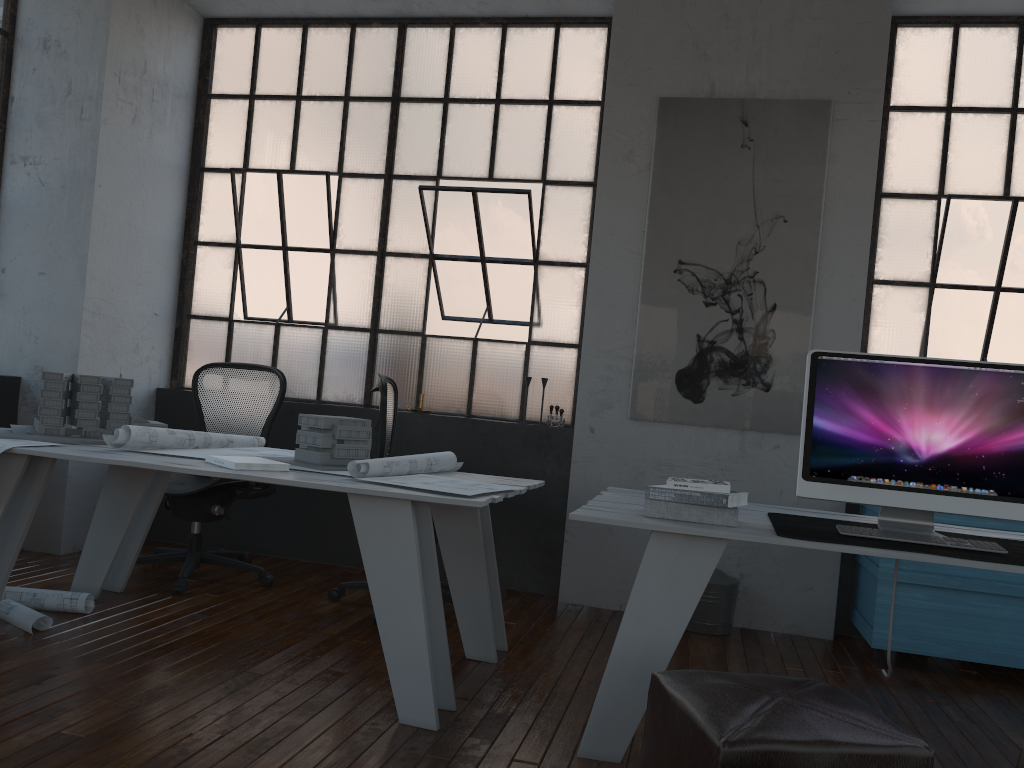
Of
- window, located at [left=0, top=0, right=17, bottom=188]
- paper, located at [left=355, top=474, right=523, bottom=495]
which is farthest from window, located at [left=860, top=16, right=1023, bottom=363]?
window, located at [left=0, top=0, right=17, bottom=188]

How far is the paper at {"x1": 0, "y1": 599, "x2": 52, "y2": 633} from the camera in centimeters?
322cm

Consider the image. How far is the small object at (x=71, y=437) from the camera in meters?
3.4

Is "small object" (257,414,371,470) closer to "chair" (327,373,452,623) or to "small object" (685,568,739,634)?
"chair" (327,373,452,623)

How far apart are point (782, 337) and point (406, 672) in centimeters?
262cm

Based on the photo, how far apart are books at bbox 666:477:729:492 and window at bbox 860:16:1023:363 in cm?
234

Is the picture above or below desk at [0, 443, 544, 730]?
above

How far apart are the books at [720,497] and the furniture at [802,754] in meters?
0.6 m

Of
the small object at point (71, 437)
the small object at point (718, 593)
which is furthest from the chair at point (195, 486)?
the small object at point (718, 593)

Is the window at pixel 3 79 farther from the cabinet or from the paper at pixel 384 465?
the cabinet
